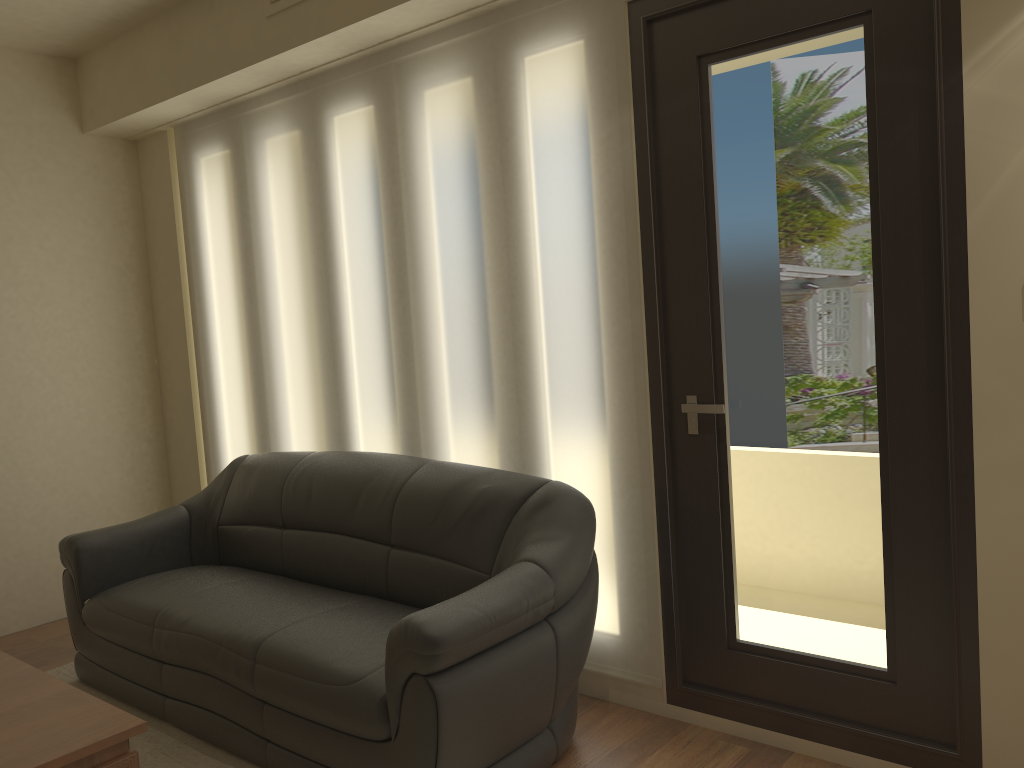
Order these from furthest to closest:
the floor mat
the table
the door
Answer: the floor mat < the door < the table

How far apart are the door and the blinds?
0.0 meters

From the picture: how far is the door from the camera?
2.5m

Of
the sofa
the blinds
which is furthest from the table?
the blinds

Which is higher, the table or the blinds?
the blinds

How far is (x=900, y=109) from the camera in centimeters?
246cm

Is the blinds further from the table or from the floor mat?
the table

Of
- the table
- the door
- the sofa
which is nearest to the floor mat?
the sofa

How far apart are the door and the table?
1.7 meters

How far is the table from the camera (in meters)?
2.14
